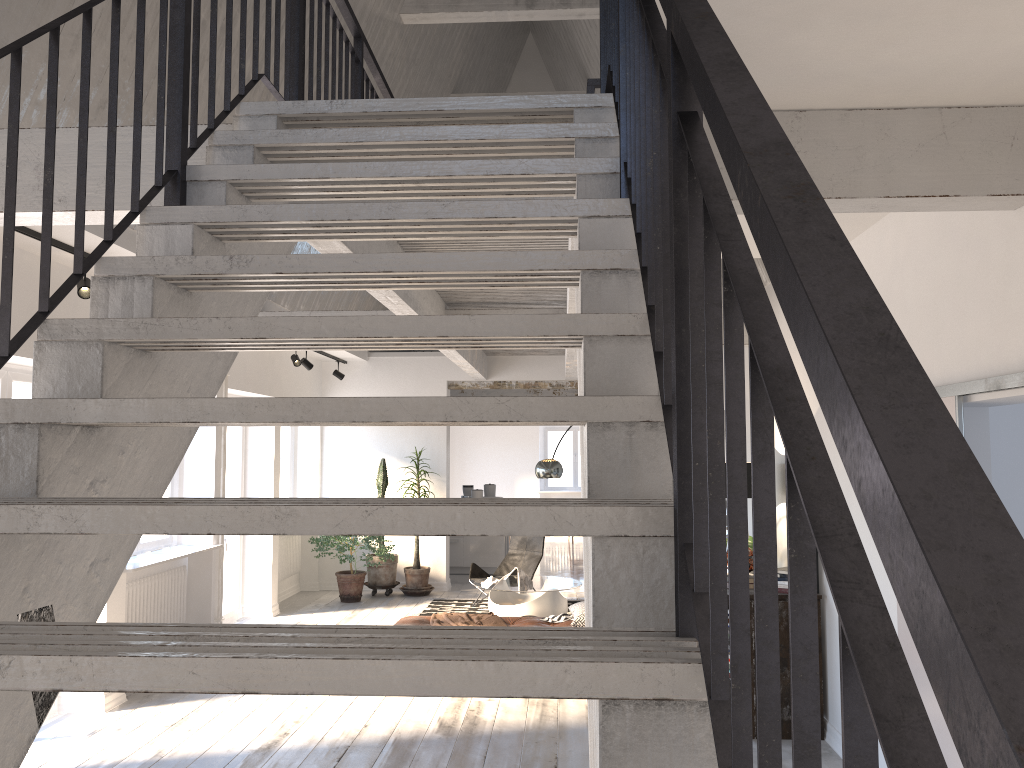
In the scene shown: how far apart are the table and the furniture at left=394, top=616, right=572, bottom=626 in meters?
0.9 m

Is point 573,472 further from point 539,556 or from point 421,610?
point 421,610

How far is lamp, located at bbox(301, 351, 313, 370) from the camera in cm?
984

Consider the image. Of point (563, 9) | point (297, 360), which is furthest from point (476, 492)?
point (563, 9)

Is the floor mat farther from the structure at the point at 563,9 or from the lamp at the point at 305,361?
the structure at the point at 563,9

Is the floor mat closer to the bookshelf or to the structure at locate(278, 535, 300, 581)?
the structure at locate(278, 535, 300, 581)

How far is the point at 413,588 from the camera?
10.9 meters

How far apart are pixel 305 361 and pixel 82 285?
4.6m

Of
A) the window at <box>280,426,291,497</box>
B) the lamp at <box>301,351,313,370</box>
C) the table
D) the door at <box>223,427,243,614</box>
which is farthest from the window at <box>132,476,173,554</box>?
the window at <box>280,426,291,497</box>

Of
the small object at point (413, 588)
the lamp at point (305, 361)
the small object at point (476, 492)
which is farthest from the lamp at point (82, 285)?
the small object at point (476, 492)
